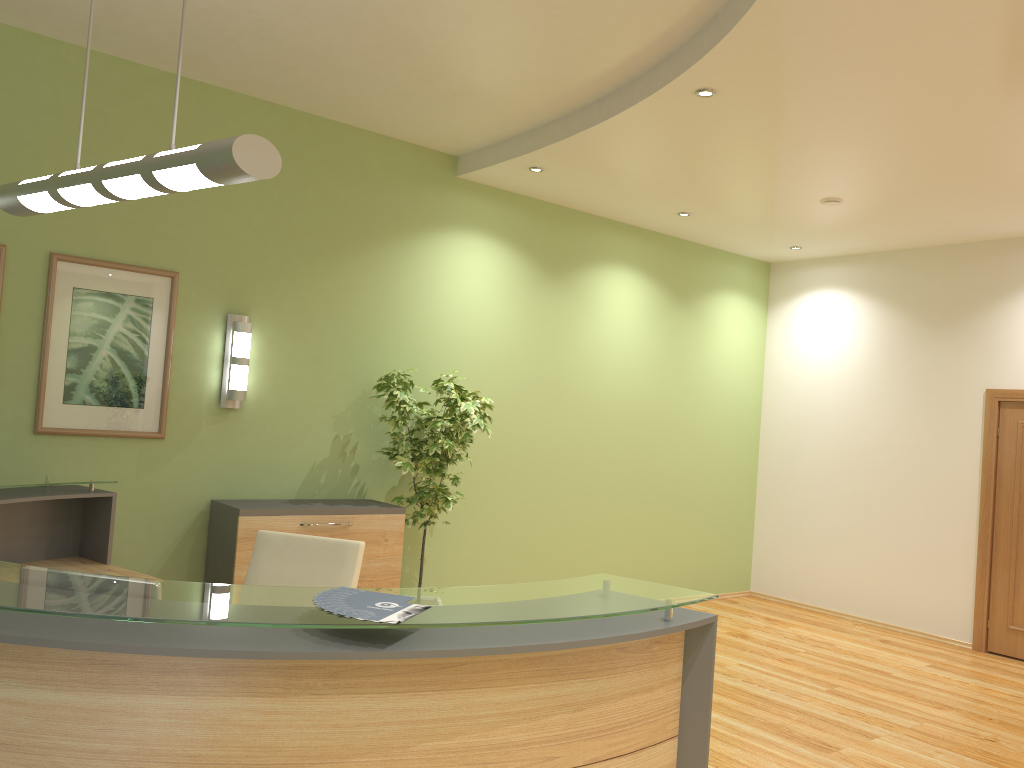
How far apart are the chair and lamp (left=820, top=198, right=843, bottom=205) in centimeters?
447cm

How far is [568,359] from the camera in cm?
728

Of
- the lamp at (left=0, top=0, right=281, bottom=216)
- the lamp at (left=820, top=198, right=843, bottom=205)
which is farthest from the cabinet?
the lamp at (left=820, top=198, right=843, bottom=205)

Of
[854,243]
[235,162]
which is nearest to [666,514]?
[854,243]

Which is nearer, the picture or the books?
the books

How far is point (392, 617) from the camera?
2.0 meters

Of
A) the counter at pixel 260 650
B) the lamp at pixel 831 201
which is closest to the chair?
the counter at pixel 260 650

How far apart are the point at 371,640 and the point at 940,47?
3.5m

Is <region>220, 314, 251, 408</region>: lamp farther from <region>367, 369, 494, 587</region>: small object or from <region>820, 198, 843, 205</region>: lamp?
<region>820, 198, 843, 205</region>: lamp

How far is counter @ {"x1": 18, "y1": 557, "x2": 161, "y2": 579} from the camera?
4.4m
